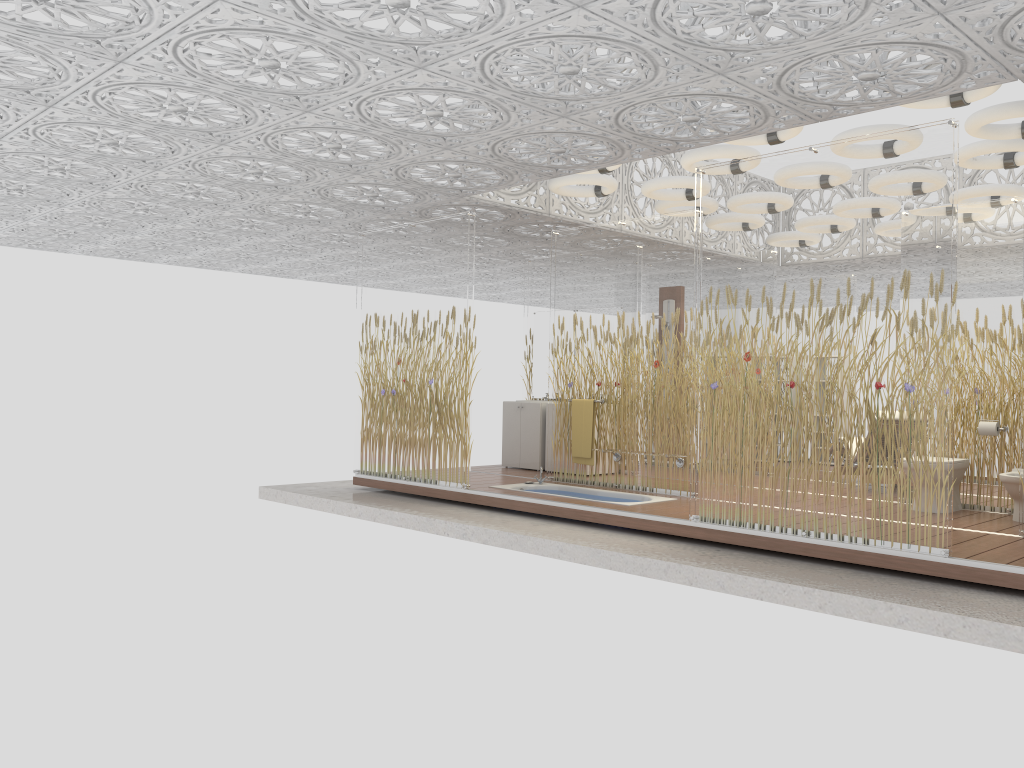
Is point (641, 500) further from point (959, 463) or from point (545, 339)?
point (545, 339)

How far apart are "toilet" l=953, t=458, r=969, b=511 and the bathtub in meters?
2.5 m

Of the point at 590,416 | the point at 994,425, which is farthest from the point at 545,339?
the point at 994,425

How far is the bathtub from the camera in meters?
8.0

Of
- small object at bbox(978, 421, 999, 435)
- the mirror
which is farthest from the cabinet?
small object at bbox(978, 421, 999, 435)

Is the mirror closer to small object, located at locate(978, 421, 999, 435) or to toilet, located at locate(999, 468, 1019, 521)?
small object, located at locate(978, 421, 999, 435)

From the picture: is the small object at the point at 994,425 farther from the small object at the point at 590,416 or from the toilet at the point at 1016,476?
the small object at the point at 590,416

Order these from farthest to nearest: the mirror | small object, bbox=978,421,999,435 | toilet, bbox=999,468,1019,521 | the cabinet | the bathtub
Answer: the mirror < the cabinet < the bathtub < small object, bbox=978,421,999,435 < toilet, bbox=999,468,1019,521

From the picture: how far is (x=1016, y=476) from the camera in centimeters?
670cm

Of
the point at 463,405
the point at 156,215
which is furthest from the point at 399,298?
the point at 156,215
